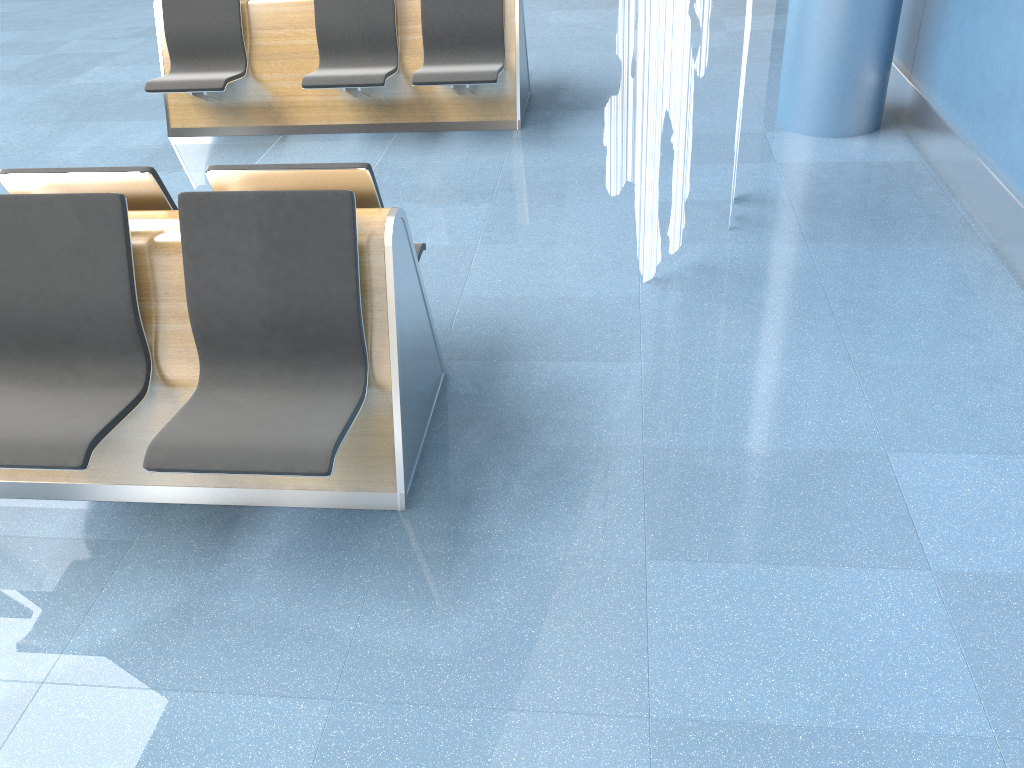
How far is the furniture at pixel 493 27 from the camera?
5.24m

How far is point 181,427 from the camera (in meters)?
2.34

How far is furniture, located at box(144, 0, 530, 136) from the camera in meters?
5.2 m

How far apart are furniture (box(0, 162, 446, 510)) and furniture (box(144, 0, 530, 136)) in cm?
221

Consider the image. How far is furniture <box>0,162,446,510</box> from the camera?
2.34m

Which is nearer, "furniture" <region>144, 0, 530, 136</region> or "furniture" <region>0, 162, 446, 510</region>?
"furniture" <region>0, 162, 446, 510</region>

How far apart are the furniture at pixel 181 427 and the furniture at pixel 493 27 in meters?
2.2
